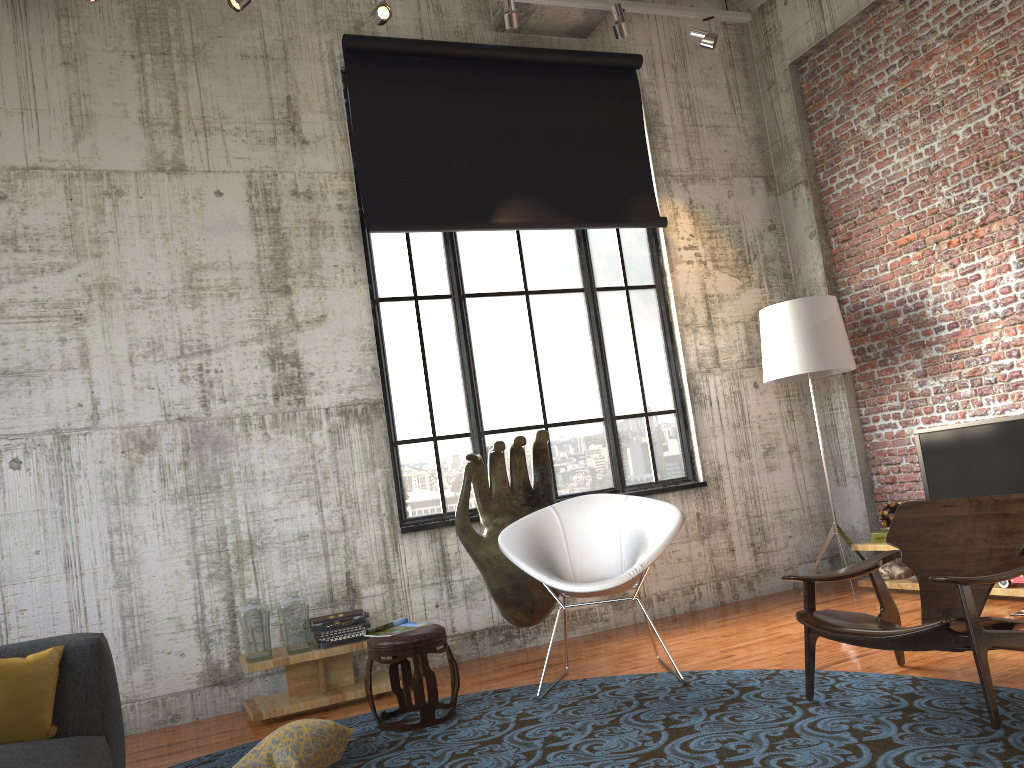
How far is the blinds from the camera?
6.5 meters

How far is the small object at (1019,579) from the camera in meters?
5.4

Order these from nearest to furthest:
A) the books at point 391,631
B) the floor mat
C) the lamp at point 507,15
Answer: the floor mat → the books at point 391,631 → the lamp at point 507,15

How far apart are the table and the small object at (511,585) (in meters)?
0.83

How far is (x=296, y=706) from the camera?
5.05m

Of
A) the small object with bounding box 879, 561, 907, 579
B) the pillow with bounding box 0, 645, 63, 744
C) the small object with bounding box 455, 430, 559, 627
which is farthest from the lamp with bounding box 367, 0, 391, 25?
the small object with bounding box 879, 561, 907, 579

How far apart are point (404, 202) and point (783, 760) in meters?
4.6

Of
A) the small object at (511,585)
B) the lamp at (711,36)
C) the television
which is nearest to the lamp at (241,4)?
the small object at (511,585)

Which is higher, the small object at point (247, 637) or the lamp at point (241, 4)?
the lamp at point (241, 4)

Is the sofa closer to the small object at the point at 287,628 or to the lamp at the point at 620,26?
the small object at the point at 287,628
